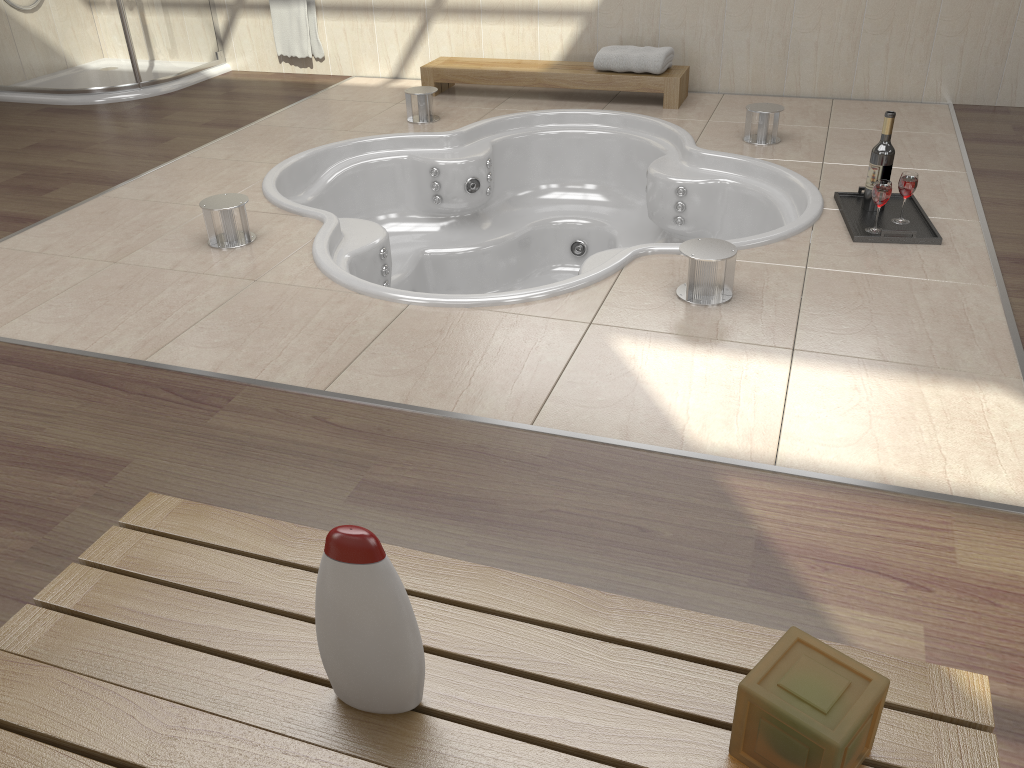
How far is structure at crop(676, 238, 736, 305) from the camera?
2.3m

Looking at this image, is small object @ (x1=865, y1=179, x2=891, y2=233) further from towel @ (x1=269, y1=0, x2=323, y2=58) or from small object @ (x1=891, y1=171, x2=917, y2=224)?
towel @ (x1=269, y1=0, x2=323, y2=58)

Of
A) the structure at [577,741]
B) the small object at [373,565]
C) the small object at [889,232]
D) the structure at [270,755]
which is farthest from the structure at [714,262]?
the structure at [270,755]

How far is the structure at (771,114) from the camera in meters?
3.5 m

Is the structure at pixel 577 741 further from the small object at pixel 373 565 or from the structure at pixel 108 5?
the structure at pixel 108 5

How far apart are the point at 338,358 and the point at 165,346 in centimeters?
46cm

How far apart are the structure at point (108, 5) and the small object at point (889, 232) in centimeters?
349cm

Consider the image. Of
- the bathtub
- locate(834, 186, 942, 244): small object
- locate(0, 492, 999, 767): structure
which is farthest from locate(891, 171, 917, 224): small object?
locate(0, 492, 999, 767): structure

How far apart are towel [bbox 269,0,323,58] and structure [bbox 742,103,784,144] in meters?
2.5

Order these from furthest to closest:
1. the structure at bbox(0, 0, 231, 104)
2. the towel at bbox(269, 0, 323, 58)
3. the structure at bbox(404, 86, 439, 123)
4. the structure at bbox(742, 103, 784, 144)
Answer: the towel at bbox(269, 0, 323, 58), the structure at bbox(0, 0, 231, 104), the structure at bbox(404, 86, 439, 123), the structure at bbox(742, 103, 784, 144)
